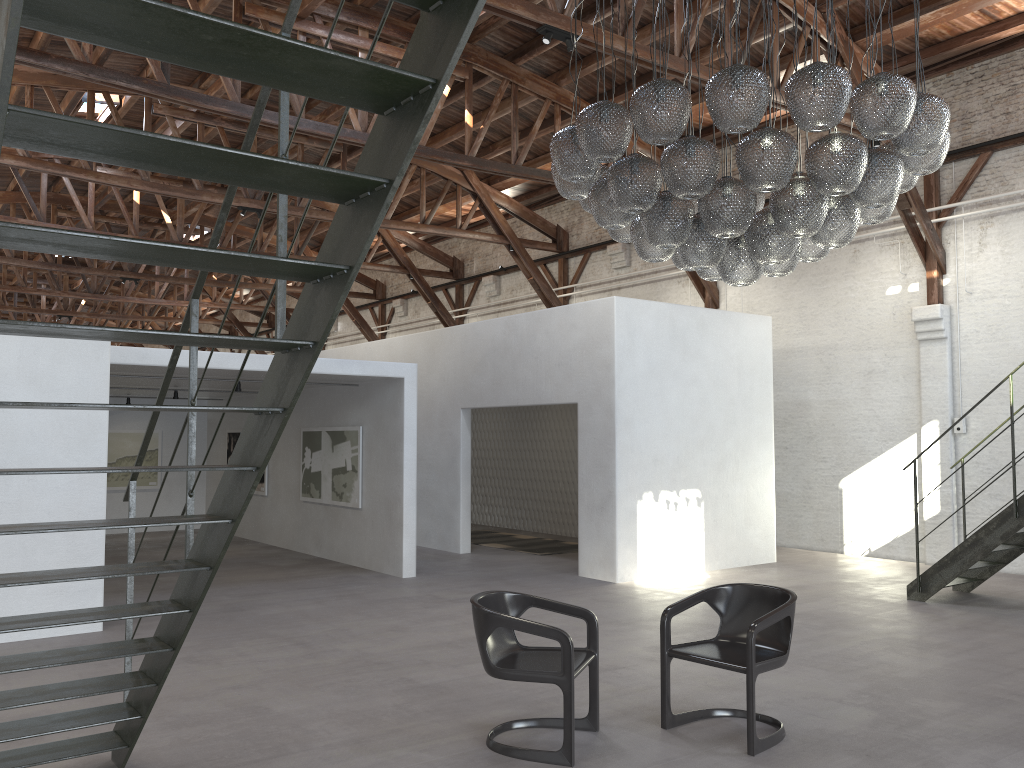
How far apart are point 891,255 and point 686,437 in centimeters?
406cm

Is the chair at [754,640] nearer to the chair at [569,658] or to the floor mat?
the chair at [569,658]

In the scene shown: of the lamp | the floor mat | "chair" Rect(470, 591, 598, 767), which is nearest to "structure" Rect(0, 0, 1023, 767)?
"chair" Rect(470, 591, 598, 767)

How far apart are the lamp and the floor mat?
6.7m

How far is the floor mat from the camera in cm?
1287

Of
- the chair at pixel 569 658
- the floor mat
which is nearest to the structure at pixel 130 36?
the chair at pixel 569 658

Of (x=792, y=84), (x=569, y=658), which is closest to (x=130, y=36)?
(x=569, y=658)

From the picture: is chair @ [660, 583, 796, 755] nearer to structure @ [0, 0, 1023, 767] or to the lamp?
the lamp

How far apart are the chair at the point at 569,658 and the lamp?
2.40m

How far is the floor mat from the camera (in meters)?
12.87
